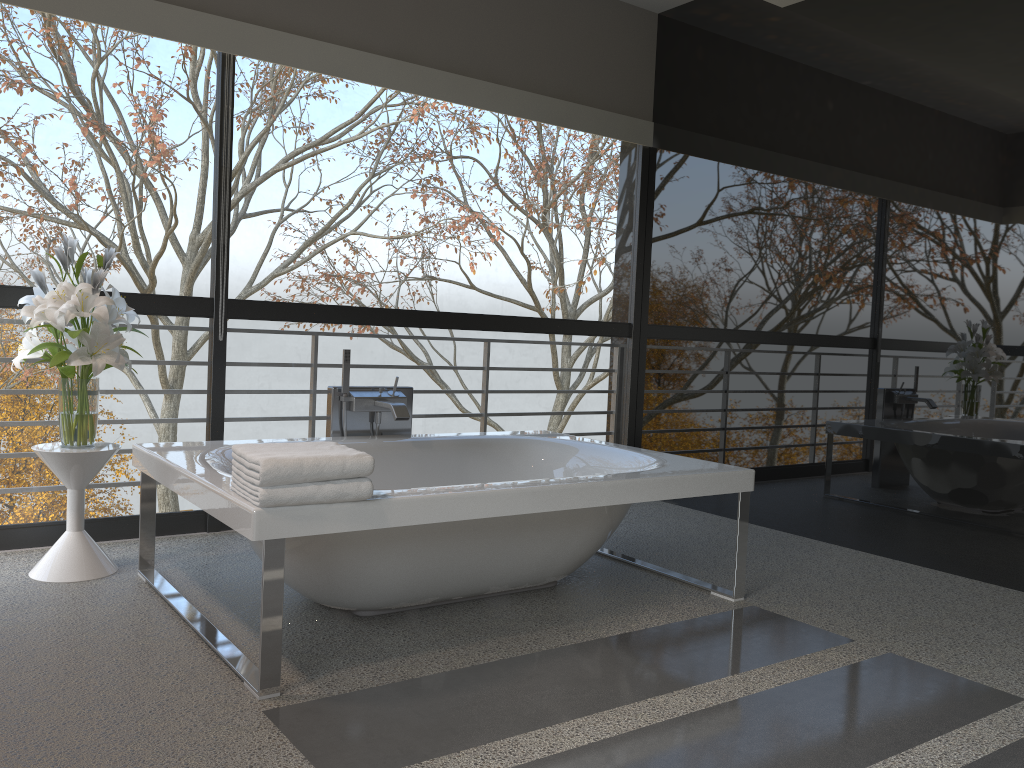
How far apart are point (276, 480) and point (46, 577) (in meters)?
1.53

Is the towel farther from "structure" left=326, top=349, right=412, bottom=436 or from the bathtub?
"structure" left=326, top=349, right=412, bottom=436

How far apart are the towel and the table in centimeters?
108cm

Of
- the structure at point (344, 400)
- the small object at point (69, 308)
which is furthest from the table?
the structure at point (344, 400)

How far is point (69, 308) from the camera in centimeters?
316cm

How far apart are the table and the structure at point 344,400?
0.9m

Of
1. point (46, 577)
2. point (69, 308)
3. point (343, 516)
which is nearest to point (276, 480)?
point (343, 516)

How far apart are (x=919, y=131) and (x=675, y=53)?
1.75m

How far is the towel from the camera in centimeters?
228cm

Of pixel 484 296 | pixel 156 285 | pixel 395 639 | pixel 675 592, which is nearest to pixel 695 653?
pixel 675 592
